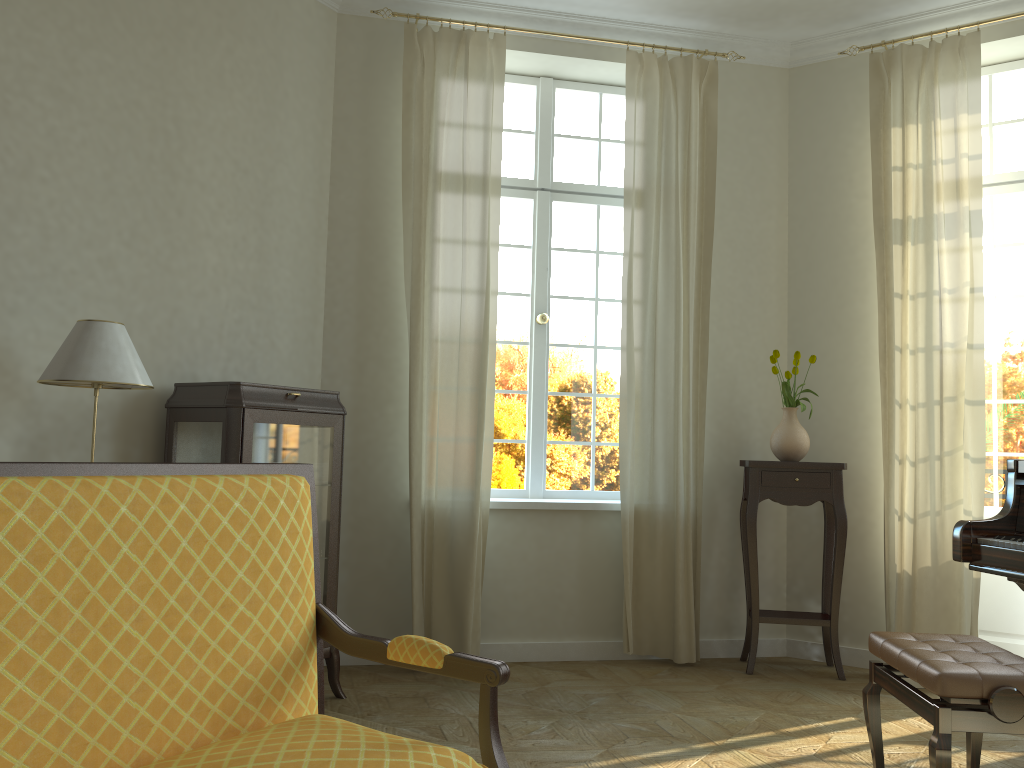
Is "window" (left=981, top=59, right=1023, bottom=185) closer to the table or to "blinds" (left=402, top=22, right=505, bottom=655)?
the table

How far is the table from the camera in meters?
4.6

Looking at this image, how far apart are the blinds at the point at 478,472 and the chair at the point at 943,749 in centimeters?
204cm

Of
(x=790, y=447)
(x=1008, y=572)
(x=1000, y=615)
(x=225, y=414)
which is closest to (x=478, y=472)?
(x=225, y=414)

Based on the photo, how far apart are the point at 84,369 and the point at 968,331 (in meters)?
4.12

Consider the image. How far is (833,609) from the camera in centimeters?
464cm

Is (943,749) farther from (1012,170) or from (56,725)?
(1012,170)

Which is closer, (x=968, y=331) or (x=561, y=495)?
(x=968, y=331)

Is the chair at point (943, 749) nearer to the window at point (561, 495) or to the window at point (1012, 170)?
the window at point (561, 495)

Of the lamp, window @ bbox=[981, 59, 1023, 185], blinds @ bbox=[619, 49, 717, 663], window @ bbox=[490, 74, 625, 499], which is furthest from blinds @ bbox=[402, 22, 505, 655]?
window @ bbox=[981, 59, 1023, 185]
